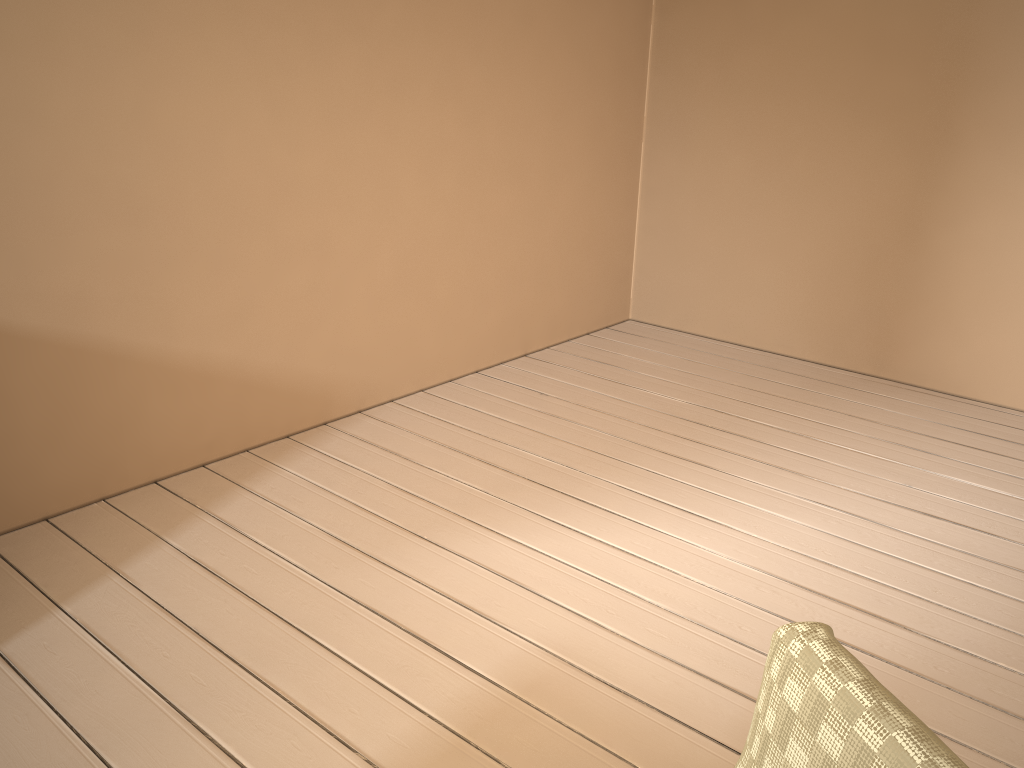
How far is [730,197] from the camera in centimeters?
398cm

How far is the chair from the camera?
0.7m

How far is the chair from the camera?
0.67m

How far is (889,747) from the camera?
0.67m
